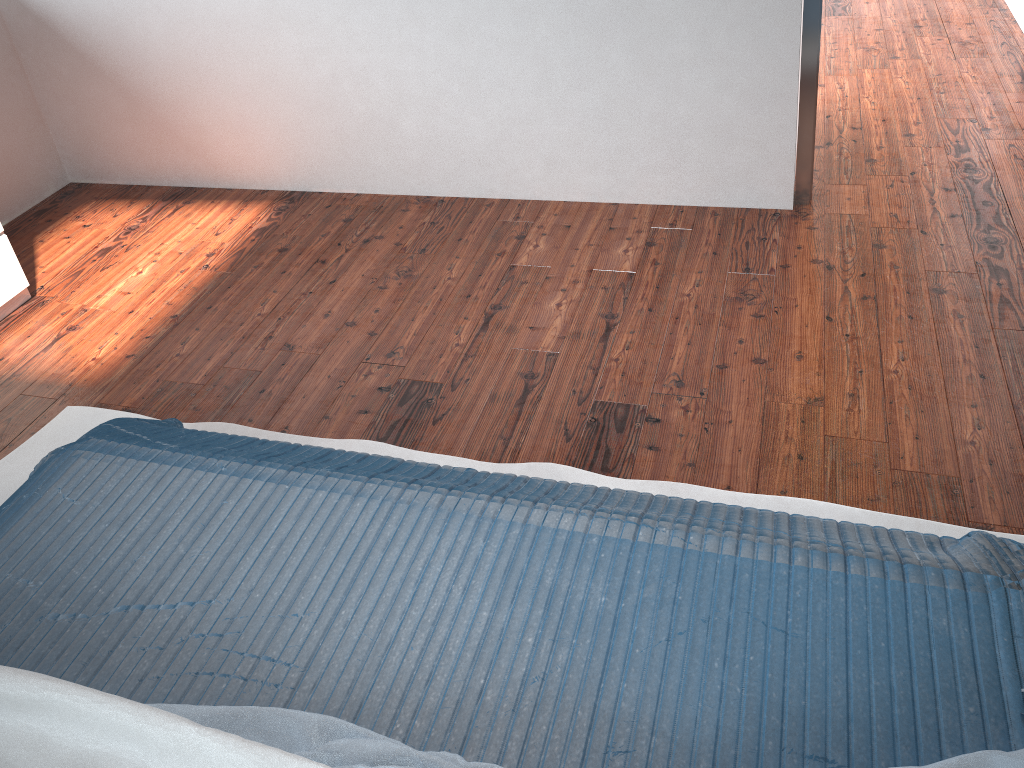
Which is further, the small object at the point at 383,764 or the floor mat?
the floor mat

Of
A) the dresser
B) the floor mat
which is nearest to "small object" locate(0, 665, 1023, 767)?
the floor mat

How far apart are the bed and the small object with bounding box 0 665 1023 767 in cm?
3

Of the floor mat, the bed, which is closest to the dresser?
the floor mat

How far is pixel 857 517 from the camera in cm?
180

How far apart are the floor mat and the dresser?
0.7 meters

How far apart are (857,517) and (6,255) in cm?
262

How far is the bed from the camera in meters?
1.2

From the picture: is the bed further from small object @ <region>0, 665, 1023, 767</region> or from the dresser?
the dresser

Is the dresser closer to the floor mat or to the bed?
the floor mat
